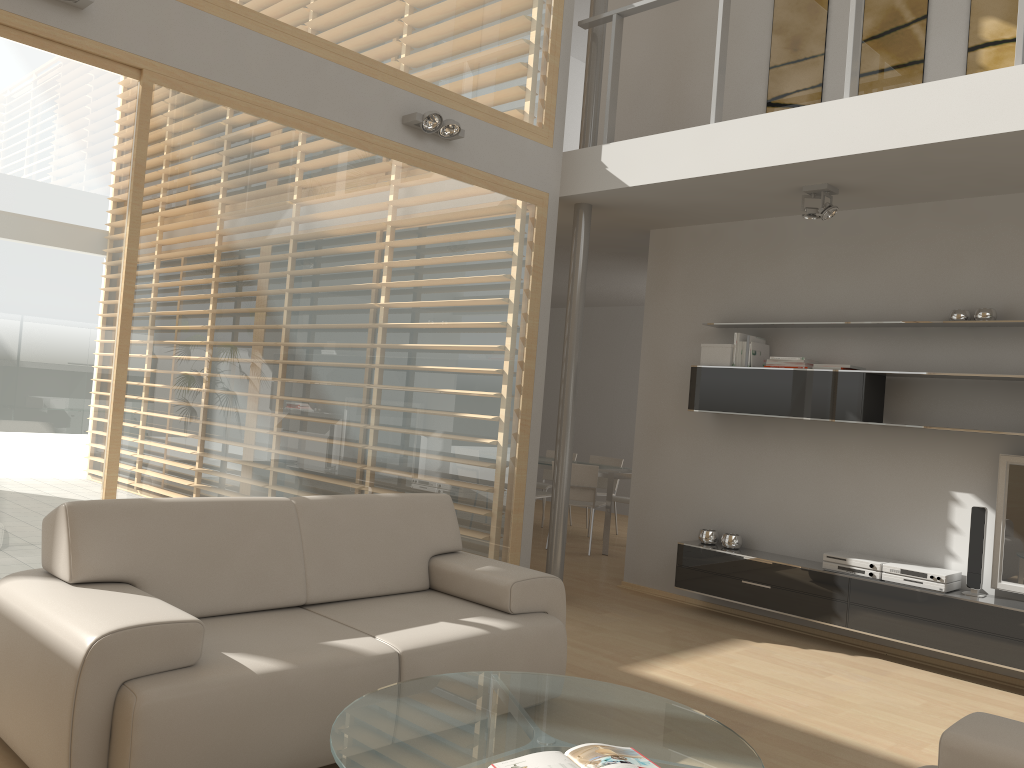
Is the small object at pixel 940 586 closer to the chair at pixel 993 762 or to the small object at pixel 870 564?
the small object at pixel 870 564

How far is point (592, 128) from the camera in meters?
6.0

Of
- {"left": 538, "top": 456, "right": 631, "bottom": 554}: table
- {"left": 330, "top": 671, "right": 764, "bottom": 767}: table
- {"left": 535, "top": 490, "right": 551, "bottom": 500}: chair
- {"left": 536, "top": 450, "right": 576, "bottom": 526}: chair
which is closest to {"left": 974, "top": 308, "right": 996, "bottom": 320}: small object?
{"left": 330, "top": 671, "right": 764, "bottom": 767}: table

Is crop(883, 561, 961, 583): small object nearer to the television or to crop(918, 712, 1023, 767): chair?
the television

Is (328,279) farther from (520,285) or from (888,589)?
(888,589)

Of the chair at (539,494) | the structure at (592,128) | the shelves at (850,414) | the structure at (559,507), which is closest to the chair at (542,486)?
the chair at (539,494)

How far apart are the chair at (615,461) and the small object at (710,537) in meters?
3.5

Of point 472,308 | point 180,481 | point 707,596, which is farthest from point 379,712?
point 707,596

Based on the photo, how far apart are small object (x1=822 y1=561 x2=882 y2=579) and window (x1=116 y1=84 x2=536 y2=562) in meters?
2.0

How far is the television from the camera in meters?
4.7
